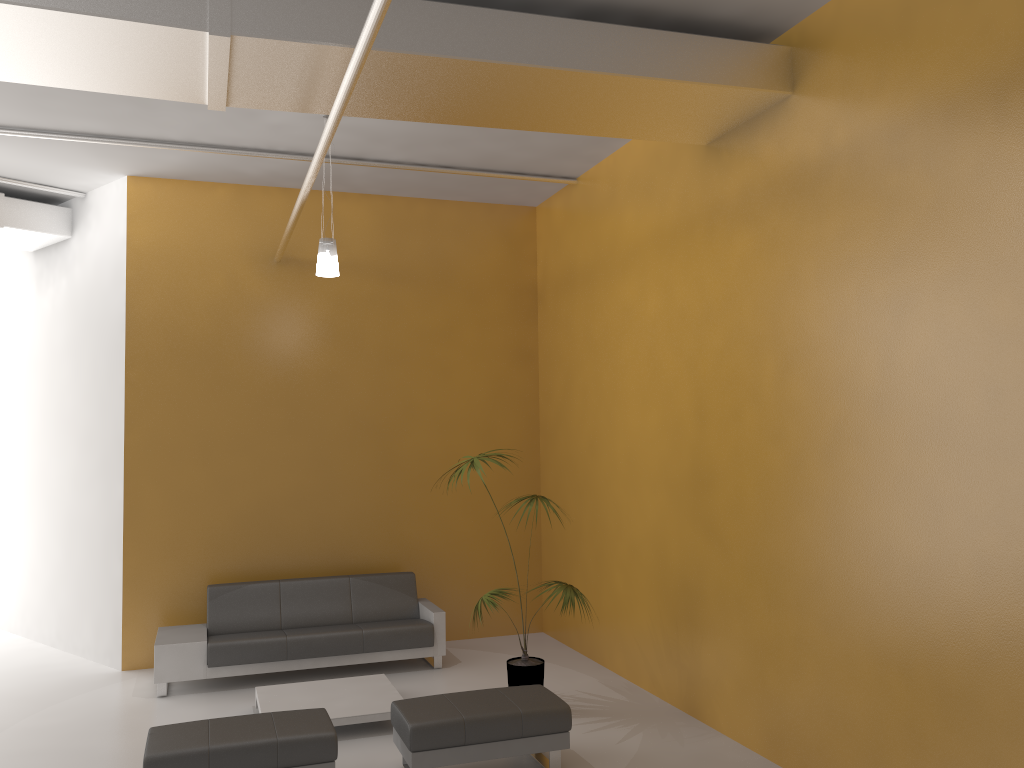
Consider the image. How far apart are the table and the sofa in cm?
56

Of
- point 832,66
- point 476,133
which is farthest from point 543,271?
point 832,66

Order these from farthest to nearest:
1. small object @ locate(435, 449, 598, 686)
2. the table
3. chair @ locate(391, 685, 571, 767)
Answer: small object @ locate(435, 449, 598, 686)
the table
chair @ locate(391, 685, 571, 767)

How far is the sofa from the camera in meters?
7.2 m

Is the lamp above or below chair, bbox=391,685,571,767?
above

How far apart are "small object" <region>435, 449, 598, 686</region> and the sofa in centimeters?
130cm

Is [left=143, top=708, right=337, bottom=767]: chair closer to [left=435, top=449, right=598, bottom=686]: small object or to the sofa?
[left=435, top=449, right=598, bottom=686]: small object

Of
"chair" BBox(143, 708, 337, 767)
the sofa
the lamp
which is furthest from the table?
the lamp

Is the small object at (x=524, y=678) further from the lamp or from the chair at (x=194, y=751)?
the lamp

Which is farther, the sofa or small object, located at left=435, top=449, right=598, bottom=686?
the sofa
